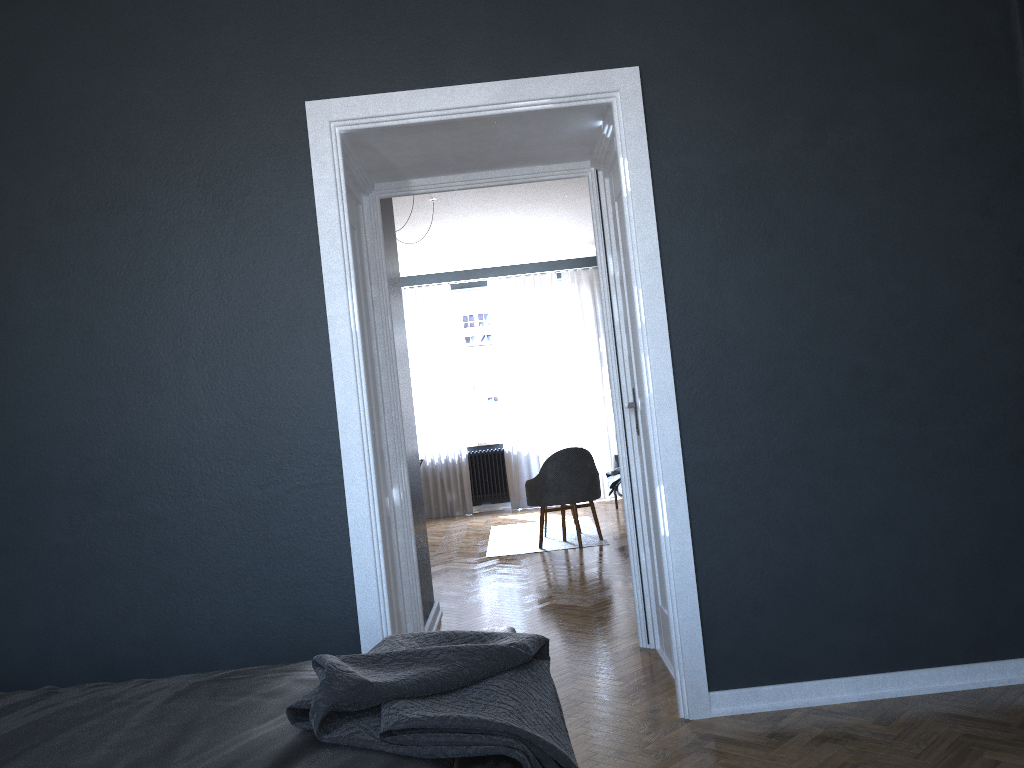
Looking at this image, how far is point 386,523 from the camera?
3.8m

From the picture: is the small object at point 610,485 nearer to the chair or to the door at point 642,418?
the chair

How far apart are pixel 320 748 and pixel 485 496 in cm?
921

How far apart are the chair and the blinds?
3.05m

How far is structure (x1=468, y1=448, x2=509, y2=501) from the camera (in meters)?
10.57

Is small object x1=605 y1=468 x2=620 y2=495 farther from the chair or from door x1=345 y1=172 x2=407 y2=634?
door x1=345 y1=172 x2=407 y2=634

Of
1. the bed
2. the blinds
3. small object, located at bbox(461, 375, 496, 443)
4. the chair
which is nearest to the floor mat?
the chair

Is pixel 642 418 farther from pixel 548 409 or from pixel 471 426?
pixel 471 426

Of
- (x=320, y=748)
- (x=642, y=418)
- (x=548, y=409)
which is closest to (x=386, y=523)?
(x=642, y=418)

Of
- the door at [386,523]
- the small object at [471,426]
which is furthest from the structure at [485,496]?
the door at [386,523]
